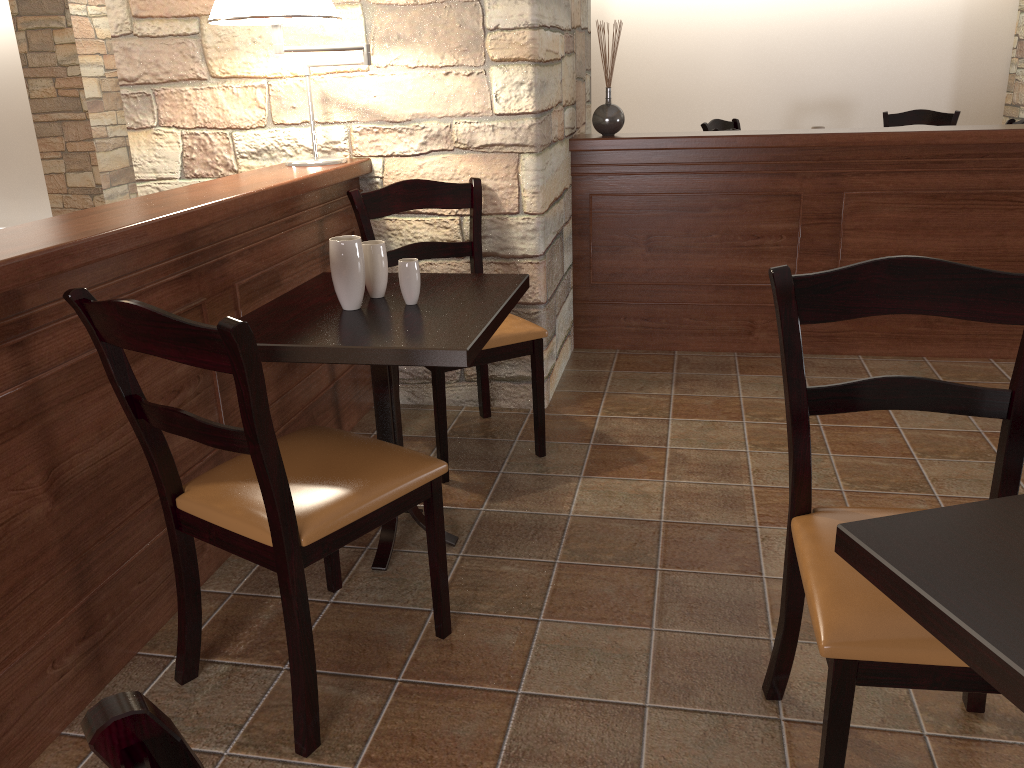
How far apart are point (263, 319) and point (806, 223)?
2.4 meters

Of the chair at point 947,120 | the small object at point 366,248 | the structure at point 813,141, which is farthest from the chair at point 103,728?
the chair at point 947,120

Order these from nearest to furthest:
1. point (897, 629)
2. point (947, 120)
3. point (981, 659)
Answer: point (981, 659), point (897, 629), point (947, 120)

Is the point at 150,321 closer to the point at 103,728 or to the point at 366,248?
the point at 366,248

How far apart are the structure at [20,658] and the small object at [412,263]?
0.4 meters

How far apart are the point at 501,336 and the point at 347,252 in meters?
0.7

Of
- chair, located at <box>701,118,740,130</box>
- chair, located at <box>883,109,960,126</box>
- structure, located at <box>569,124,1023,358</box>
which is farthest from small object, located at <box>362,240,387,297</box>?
chair, located at <box>883,109,960,126</box>

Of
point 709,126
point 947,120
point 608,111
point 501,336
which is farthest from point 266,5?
point 947,120

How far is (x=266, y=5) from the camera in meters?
2.4 m

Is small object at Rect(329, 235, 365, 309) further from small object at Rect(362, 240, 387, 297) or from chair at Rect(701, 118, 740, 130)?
chair at Rect(701, 118, 740, 130)
